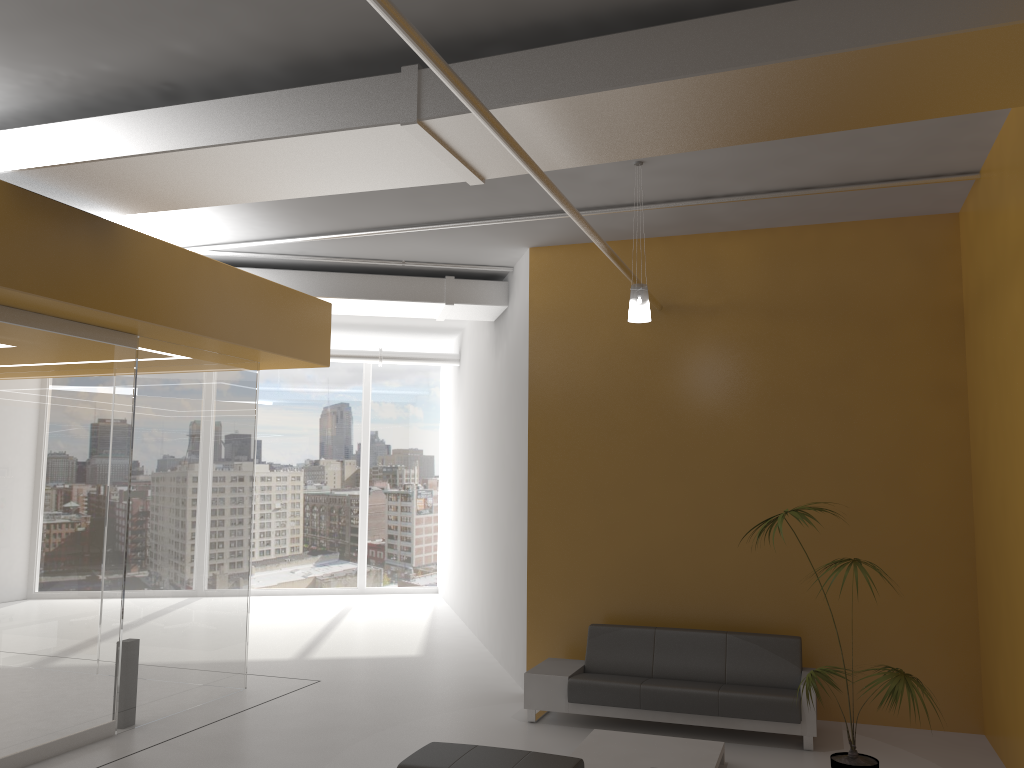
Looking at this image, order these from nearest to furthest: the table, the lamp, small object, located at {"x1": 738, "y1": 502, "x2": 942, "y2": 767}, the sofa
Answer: small object, located at {"x1": 738, "y1": 502, "x2": 942, "y2": 767}
the table
the lamp
the sofa

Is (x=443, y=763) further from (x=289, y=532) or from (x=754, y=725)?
(x=289, y=532)

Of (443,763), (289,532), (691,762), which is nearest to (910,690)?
(691,762)

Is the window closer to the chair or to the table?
the table

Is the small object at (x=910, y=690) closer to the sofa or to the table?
the table

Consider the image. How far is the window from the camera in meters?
16.2 m

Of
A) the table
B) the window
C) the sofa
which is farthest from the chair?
the window

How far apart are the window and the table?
10.0m

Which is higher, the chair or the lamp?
the lamp

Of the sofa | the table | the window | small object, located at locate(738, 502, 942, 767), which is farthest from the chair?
the window
